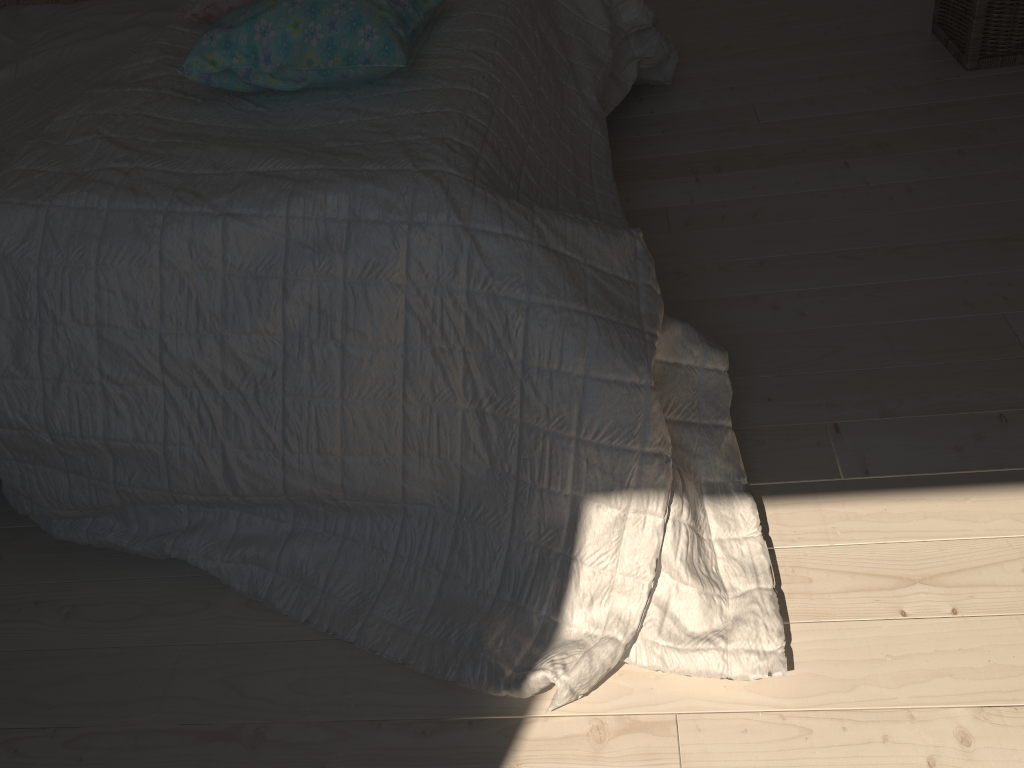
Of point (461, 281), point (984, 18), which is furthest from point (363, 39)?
point (984, 18)

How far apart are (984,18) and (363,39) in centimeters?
156cm

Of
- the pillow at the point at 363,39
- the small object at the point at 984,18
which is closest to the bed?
the pillow at the point at 363,39

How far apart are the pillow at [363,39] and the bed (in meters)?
0.01

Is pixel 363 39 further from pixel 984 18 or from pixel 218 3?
pixel 984 18

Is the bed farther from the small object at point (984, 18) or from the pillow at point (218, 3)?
the small object at point (984, 18)

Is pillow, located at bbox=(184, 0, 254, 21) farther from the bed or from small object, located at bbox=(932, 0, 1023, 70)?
small object, located at bbox=(932, 0, 1023, 70)

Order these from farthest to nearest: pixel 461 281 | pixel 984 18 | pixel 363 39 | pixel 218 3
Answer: pixel 984 18, pixel 218 3, pixel 363 39, pixel 461 281

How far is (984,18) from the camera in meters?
Result: 2.1

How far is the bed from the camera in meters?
1.1
